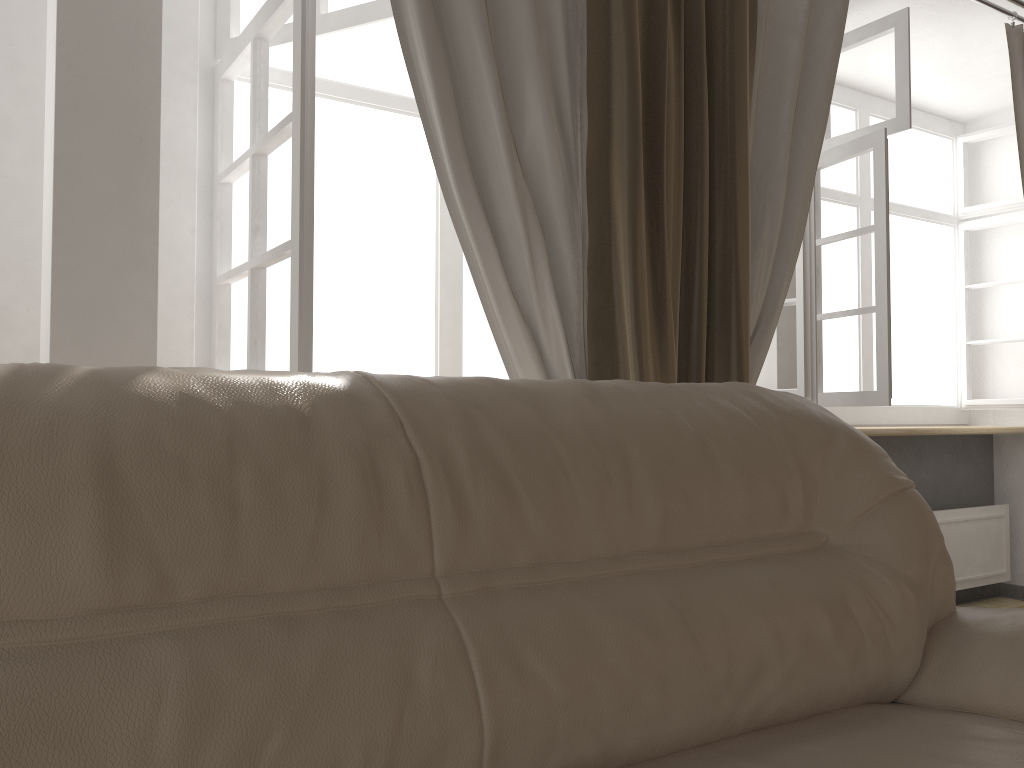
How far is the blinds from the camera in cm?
189

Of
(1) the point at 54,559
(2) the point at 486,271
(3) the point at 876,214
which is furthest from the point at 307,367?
(3) the point at 876,214

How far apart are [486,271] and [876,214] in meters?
1.7

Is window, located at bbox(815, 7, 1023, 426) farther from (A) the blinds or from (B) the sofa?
(B) the sofa

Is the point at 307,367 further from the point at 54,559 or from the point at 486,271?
the point at 54,559

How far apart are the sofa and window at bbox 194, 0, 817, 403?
0.7m

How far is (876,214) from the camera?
2.9 meters

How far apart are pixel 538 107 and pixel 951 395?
3.2 meters

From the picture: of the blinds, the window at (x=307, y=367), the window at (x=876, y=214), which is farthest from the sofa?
the window at (x=876, y=214)

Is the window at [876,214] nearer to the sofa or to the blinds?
the blinds
